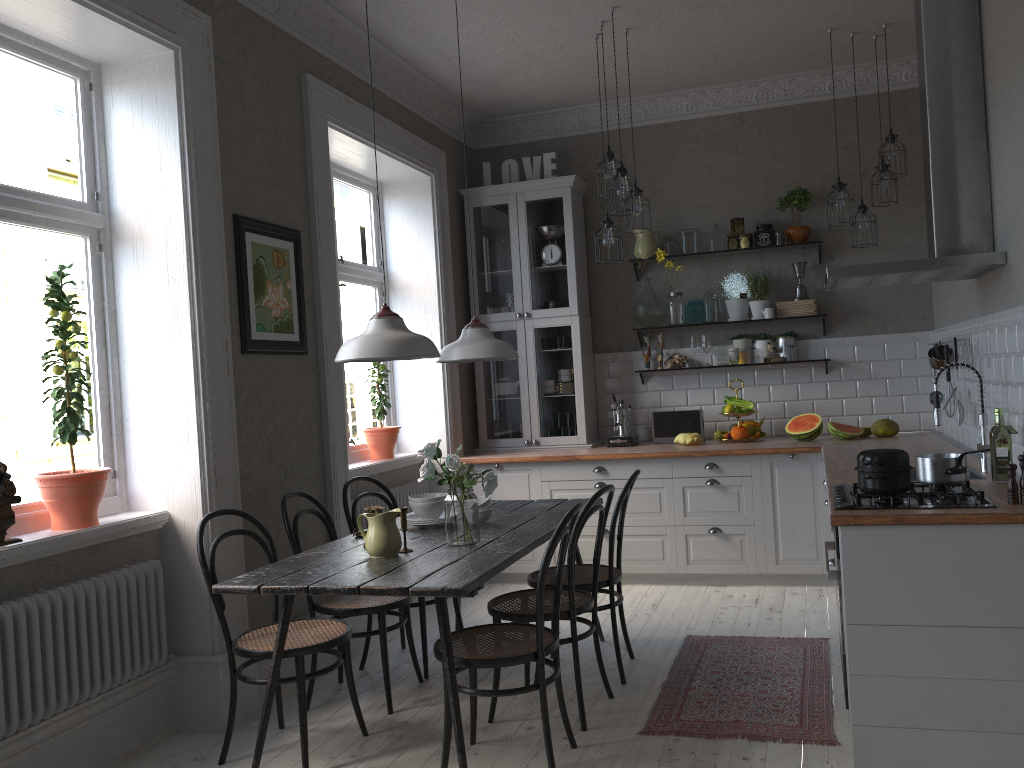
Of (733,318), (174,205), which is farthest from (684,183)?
(174,205)

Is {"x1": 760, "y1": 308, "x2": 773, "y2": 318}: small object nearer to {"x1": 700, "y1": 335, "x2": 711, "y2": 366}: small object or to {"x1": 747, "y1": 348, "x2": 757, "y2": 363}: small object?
{"x1": 747, "y1": 348, "x2": 757, "y2": 363}: small object

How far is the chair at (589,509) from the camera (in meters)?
3.37

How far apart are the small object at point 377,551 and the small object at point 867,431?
3.5m

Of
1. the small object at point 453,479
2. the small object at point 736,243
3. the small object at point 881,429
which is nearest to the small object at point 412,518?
the small object at point 453,479

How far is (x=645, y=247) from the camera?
6.2 meters

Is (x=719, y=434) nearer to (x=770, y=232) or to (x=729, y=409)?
(x=729, y=409)

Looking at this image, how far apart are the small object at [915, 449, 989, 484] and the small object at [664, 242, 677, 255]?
3.18m

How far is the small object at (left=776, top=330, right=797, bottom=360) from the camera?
5.97m

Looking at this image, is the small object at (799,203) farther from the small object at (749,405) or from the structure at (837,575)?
the structure at (837,575)
